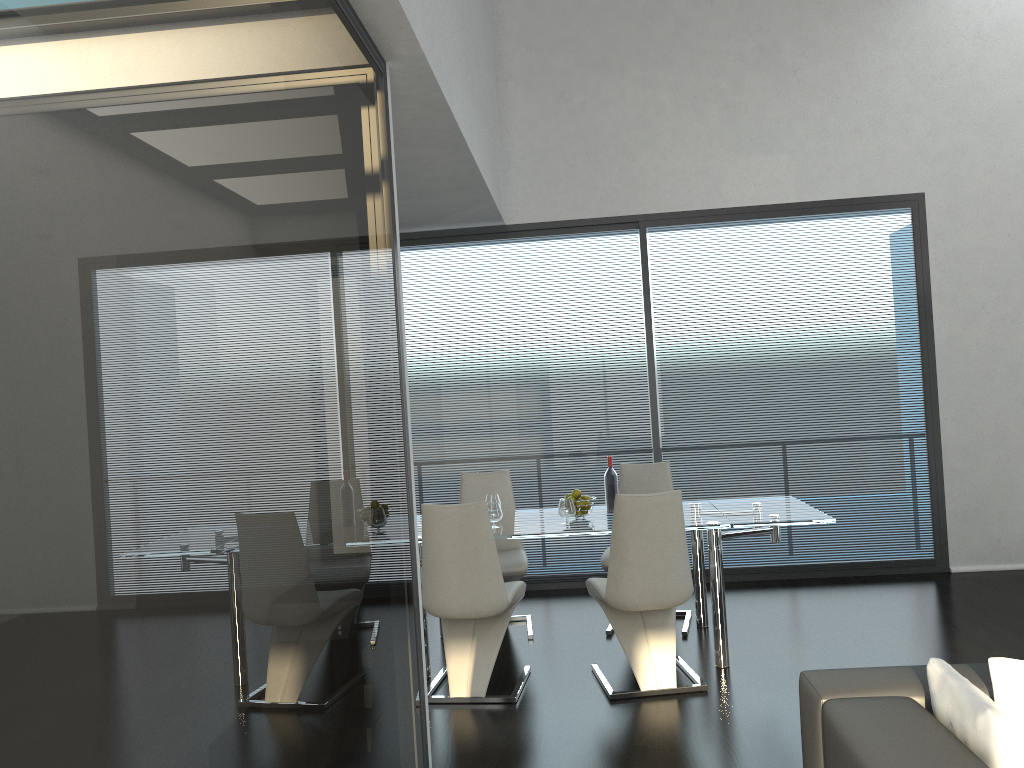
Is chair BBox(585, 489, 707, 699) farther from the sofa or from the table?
the sofa

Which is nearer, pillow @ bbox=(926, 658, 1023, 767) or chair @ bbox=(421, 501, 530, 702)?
pillow @ bbox=(926, 658, 1023, 767)

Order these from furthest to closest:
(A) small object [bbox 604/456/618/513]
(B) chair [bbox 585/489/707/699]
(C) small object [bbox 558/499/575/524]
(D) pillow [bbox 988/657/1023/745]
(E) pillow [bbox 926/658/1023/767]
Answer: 1. (A) small object [bbox 604/456/618/513]
2. (C) small object [bbox 558/499/575/524]
3. (B) chair [bbox 585/489/707/699]
4. (D) pillow [bbox 988/657/1023/745]
5. (E) pillow [bbox 926/658/1023/767]

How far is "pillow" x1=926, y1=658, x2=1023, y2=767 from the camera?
1.8m

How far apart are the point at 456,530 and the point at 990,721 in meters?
2.7 m

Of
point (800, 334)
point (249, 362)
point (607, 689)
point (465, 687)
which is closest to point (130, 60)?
point (249, 362)

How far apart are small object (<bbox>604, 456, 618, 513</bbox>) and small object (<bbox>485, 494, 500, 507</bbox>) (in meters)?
0.67

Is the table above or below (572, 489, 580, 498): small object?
below

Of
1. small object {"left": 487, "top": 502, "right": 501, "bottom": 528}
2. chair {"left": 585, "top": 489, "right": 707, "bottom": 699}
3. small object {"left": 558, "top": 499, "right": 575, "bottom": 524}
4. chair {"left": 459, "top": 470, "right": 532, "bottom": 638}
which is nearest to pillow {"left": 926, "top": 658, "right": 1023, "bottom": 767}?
chair {"left": 585, "top": 489, "right": 707, "bottom": 699}

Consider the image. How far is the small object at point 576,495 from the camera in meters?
4.9 m
